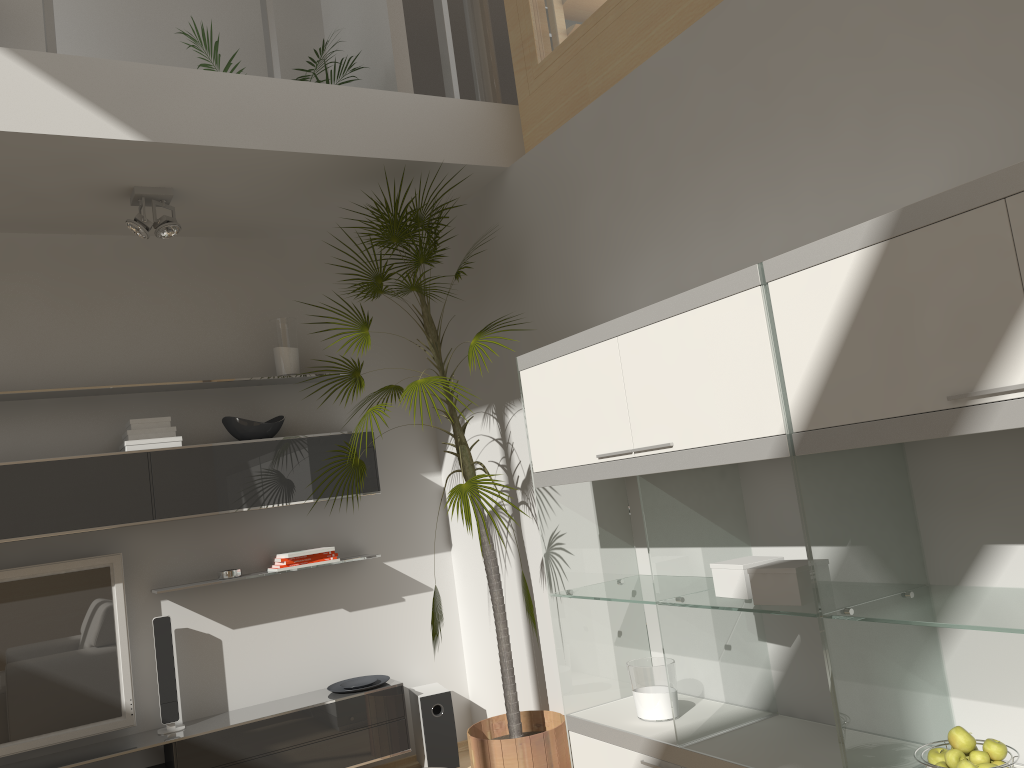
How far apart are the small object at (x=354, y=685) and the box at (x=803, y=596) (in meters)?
2.48

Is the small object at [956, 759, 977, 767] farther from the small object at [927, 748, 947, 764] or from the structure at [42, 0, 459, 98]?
the structure at [42, 0, 459, 98]

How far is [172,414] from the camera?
4.1 meters

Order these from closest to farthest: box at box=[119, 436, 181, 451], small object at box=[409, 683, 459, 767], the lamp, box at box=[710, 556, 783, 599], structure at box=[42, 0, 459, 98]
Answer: box at box=[710, 556, 783, 599] → structure at box=[42, 0, 459, 98] → the lamp → box at box=[119, 436, 181, 451] → small object at box=[409, 683, 459, 767]

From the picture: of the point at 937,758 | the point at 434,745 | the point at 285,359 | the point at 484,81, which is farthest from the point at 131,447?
the point at 937,758

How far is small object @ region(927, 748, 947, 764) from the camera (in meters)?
1.92

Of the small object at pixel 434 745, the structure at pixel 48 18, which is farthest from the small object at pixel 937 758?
the structure at pixel 48 18

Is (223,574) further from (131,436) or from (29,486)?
(29,486)

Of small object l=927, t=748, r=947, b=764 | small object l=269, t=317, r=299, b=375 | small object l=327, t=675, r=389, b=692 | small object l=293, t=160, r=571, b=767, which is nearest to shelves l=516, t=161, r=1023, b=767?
small object l=927, t=748, r=947, b=764

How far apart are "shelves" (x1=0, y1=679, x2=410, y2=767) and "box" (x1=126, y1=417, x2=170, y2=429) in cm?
131
